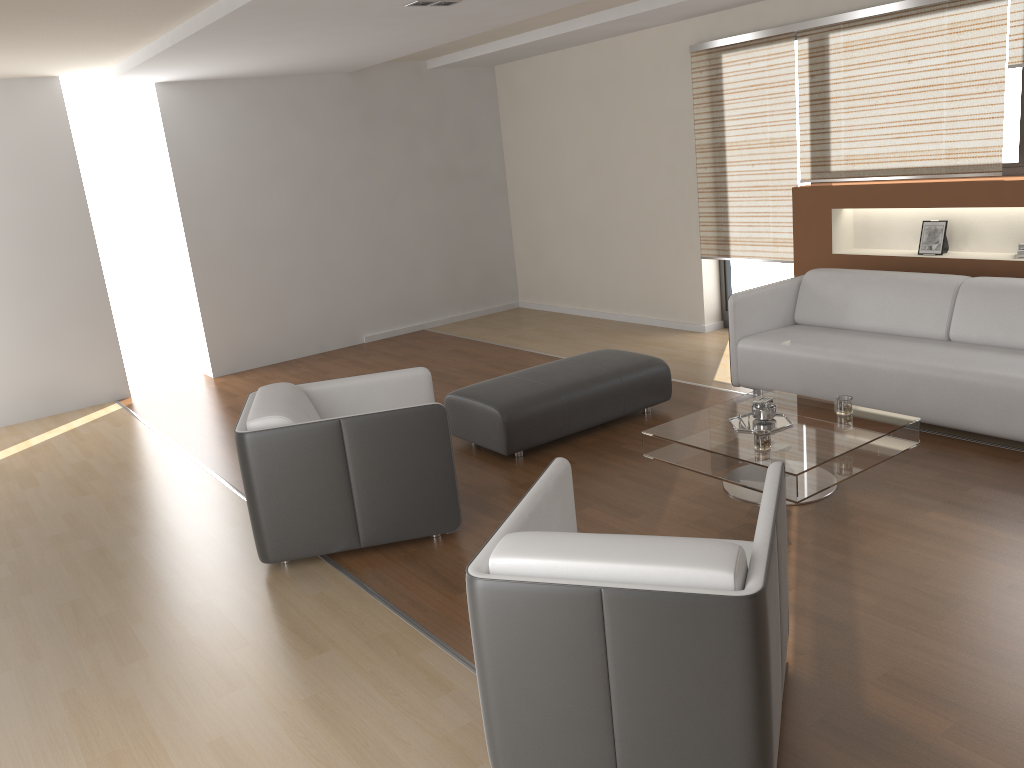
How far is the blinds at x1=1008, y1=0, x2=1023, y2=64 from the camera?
5.0 meters

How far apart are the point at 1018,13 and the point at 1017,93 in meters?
0.5 m

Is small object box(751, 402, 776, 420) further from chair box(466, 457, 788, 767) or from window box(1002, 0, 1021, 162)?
window box(1002, 0, 1021, 162)

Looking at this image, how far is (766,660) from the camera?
2.08m

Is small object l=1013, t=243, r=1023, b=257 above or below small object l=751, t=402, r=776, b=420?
above

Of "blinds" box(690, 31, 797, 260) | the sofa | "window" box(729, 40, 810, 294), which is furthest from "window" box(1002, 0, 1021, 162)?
"window" box(729, 40, 810, 294)

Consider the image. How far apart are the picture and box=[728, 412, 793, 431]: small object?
2.3m

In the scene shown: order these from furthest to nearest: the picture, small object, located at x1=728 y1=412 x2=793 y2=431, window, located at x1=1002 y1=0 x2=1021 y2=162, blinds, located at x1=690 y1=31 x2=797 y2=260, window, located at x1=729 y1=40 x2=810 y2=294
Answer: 1. window, located at x1=729 y1=40 x2=810 y2=294
2. blinds, located at x1=690 y1=31 x2=797 y2=260
3. the picture
4. window, located at x1=1002 y1=0 x2=1021 y2=162
5. small object, located at x1=728 y1=412 x2=793 y2=431

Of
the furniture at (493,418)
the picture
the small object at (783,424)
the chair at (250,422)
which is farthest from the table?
the picture

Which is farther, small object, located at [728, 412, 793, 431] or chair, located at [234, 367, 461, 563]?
small object, located at [728, 412, 793, 431]
